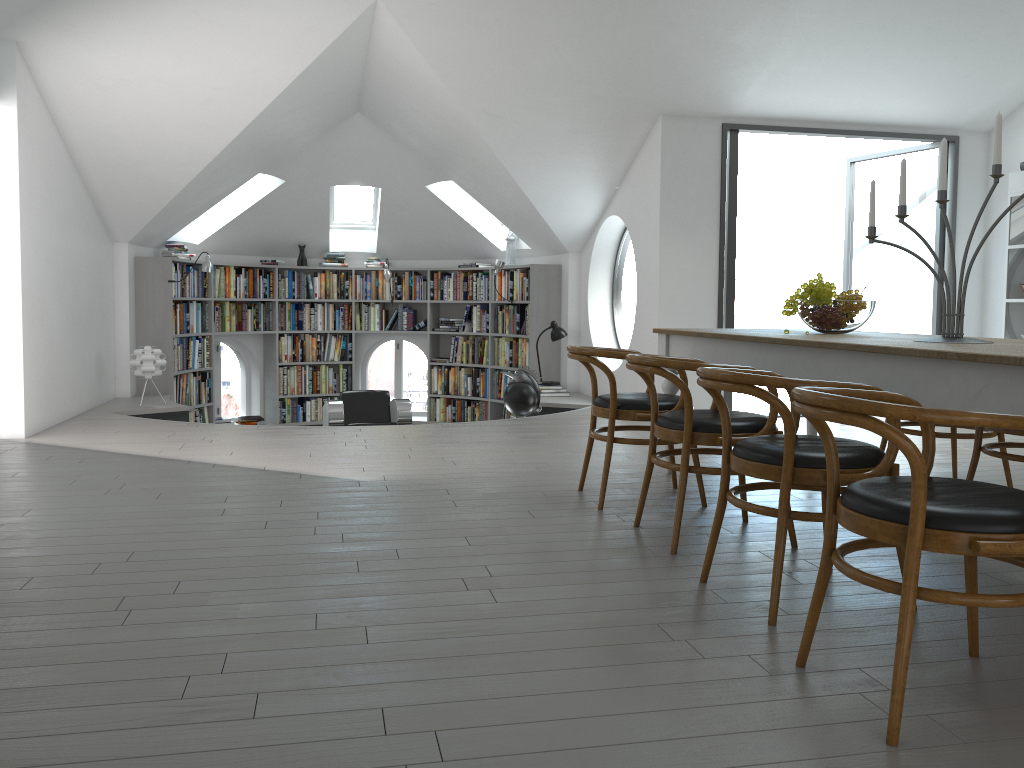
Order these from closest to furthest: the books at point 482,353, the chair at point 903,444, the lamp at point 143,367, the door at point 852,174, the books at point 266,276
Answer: the chair at point 903,444
the lamp at point 143,367
the books at point 266,276
the books at point 482,353
the door at point 852,174

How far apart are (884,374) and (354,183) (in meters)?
7.87

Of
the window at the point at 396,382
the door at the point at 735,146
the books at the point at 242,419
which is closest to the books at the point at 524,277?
the window at the point at 396,382

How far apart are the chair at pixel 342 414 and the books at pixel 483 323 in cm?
174

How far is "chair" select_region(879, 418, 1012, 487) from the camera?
4.28m

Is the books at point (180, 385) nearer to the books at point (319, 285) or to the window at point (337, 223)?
the books at point (319, 285)

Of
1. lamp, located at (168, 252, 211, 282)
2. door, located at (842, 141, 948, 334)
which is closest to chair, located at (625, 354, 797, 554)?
door, located at (842, 141, 948, 334)

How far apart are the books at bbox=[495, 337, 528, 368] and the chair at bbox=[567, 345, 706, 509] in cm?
544

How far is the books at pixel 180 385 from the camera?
9.22m

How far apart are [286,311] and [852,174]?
11.06m
